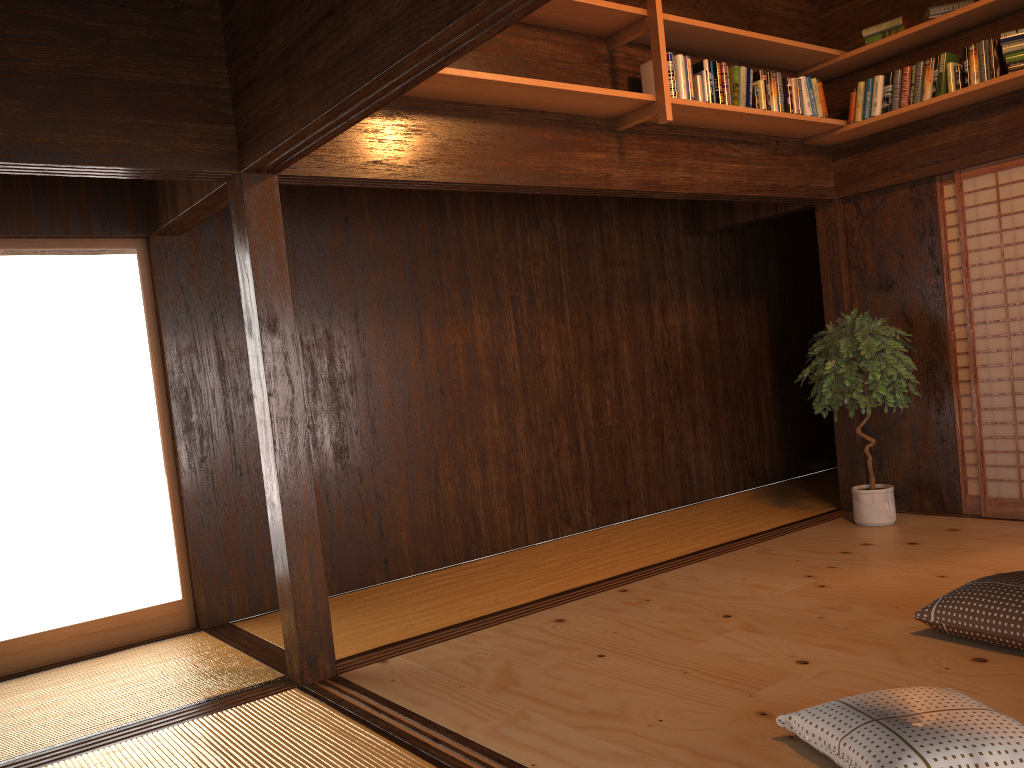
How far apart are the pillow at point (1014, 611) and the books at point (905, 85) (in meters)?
2.94

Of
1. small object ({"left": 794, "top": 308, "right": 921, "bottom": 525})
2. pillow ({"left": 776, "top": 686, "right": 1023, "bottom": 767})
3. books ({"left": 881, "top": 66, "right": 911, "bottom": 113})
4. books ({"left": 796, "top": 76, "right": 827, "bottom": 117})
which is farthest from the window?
books ({"left": 881, "top": 66, "right": 911, "bottom": 113})

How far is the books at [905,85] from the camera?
5.09m

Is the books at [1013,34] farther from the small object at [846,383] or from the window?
the window

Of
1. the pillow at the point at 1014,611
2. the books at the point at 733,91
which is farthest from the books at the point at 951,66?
the pillow at the point at 1014,611

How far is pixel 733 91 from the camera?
4.8m

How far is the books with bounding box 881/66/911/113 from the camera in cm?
509

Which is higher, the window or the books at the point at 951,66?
the books at the point at 951,66

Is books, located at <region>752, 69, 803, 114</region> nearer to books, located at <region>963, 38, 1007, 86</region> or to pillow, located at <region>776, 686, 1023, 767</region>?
books, located at <region>963, 38, 1007, 86</region>

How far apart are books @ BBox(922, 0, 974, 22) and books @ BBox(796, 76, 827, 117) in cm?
64
